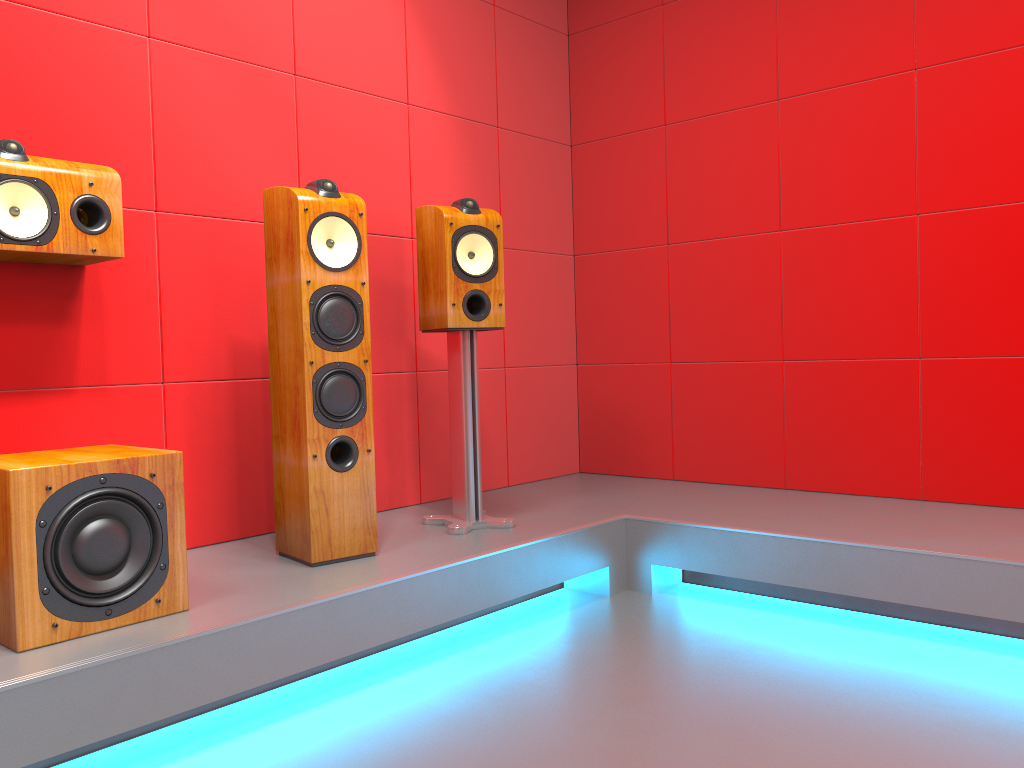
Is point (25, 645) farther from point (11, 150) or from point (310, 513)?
point (11, 150)

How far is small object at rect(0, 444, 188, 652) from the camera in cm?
174

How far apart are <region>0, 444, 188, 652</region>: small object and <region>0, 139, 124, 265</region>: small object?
0.5 meters

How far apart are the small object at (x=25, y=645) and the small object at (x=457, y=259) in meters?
0.9 m

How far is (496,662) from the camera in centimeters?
232cm

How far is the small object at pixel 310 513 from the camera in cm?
237

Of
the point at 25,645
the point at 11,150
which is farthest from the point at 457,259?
the point at 25,645

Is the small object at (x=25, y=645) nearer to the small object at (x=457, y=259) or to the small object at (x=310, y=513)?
the small object at (x=310, y=513)

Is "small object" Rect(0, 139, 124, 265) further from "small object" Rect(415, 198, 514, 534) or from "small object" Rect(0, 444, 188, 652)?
"small object" Rect(415, 198, 514, 534)

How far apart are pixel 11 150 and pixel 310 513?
1.1 meters
